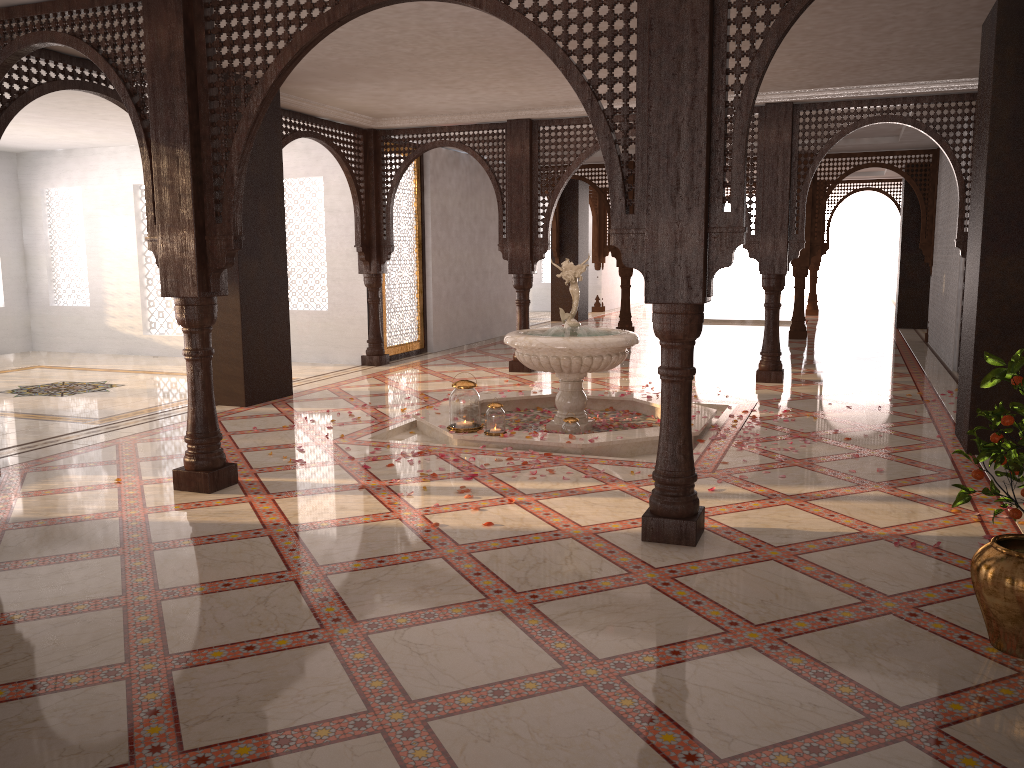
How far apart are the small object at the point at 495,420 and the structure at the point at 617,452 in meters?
0.1

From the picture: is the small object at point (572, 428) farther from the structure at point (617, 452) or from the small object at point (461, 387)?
the small object at point (461, 387)

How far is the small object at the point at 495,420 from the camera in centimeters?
625cm

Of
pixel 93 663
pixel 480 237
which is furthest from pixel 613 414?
pixel 480 237

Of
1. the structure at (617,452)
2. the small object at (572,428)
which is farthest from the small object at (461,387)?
the small object at (572,428)

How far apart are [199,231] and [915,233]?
13.57m

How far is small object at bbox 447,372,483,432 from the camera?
6.35m

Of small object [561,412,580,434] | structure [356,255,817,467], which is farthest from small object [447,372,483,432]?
small object [561,412,580,434]

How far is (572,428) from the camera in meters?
6.4

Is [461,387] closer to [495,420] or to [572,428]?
[495,420]
